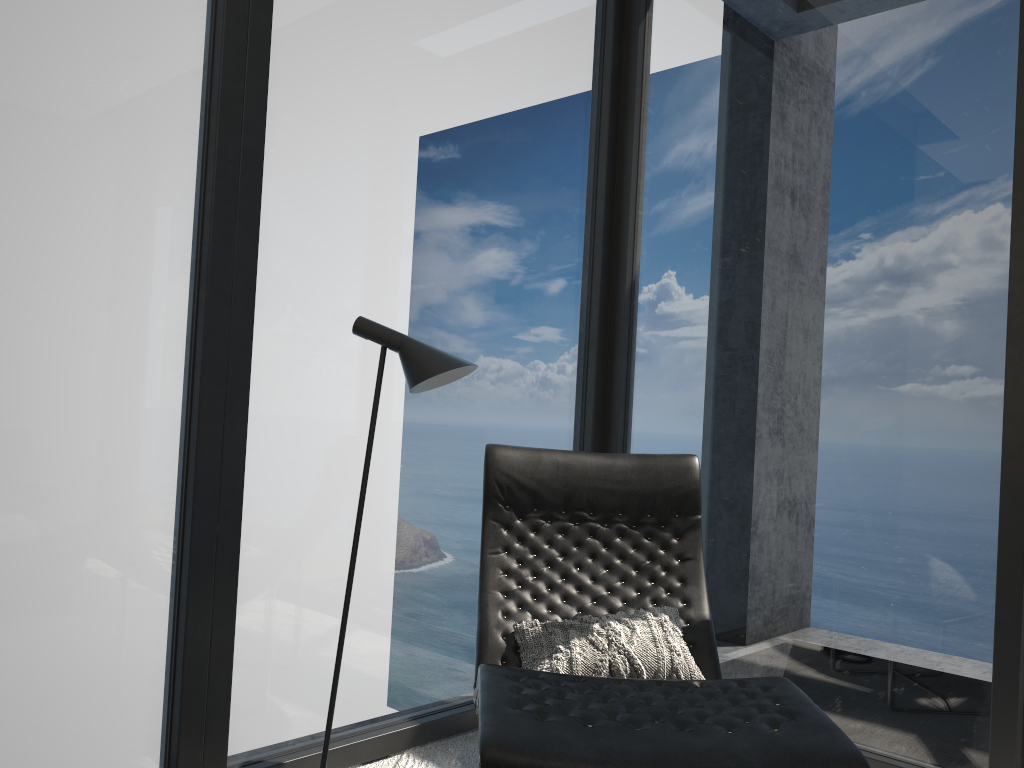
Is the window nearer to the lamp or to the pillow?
the lamp

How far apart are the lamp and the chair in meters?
0.3

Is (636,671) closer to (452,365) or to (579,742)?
(579,742)

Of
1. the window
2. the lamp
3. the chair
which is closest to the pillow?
the chair

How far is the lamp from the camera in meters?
2.1 m

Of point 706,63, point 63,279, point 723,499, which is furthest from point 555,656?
point 706,63

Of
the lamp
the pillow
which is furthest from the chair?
the lamp

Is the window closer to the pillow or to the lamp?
the lamp

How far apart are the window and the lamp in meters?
0.3 m

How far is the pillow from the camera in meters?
2.0 m
